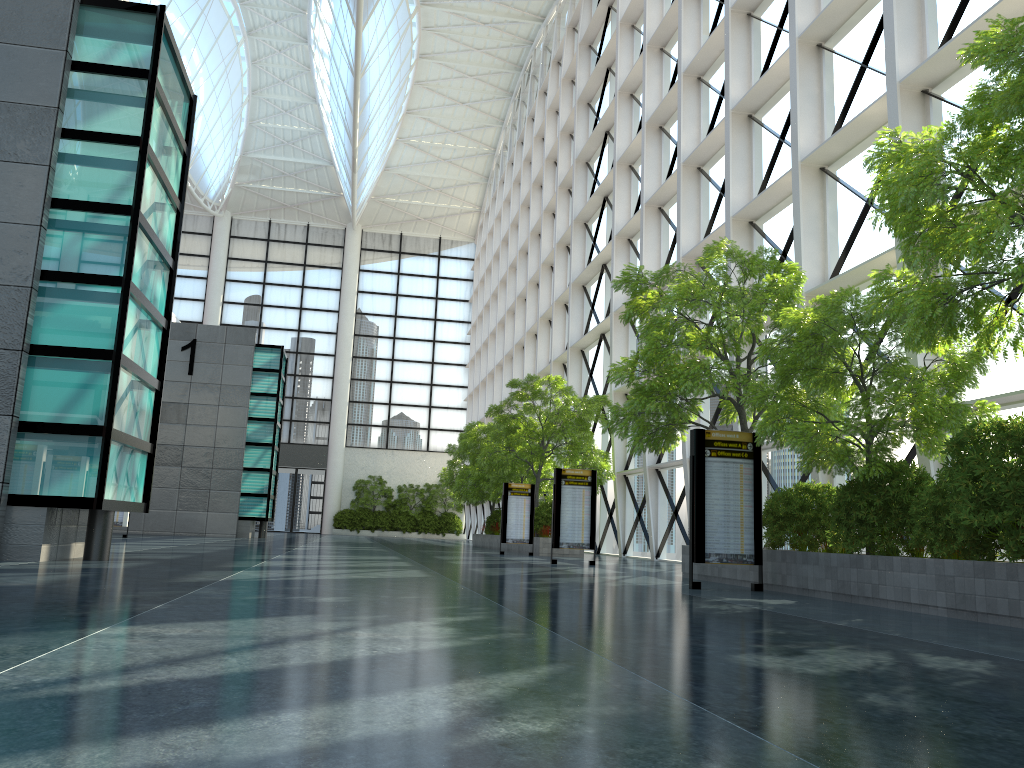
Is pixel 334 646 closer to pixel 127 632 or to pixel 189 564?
pixel 127 632

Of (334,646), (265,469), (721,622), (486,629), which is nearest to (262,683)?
(334,646)
